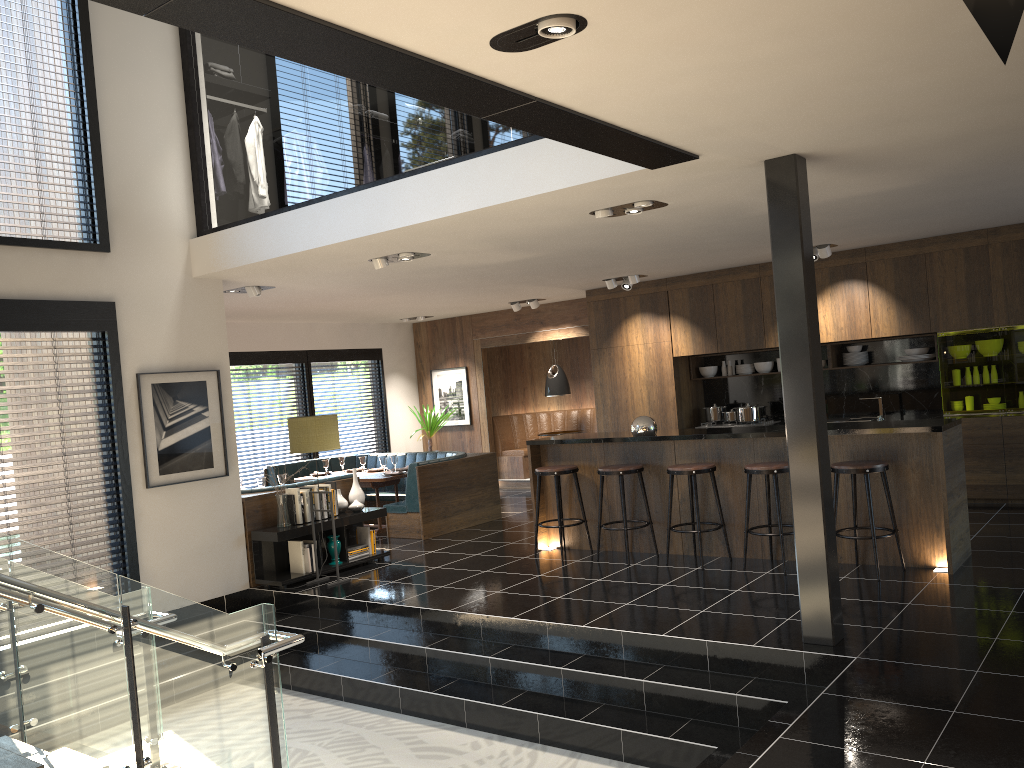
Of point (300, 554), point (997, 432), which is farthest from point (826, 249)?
point (300, 554)

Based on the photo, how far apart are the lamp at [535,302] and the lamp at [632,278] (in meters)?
1.86

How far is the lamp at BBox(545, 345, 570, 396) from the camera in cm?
1287

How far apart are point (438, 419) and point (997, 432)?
7.49m

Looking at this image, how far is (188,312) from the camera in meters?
7.4

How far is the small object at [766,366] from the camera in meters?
10.5

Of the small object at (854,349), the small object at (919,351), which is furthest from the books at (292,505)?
the small object at (919,351)

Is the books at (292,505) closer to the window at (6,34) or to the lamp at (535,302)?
the window at (6,34)

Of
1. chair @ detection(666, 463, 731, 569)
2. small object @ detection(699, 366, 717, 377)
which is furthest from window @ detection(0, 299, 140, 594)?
small object @ detection(699, 366, 717, 377)

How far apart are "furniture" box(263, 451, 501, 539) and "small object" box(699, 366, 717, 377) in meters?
2.8 m
